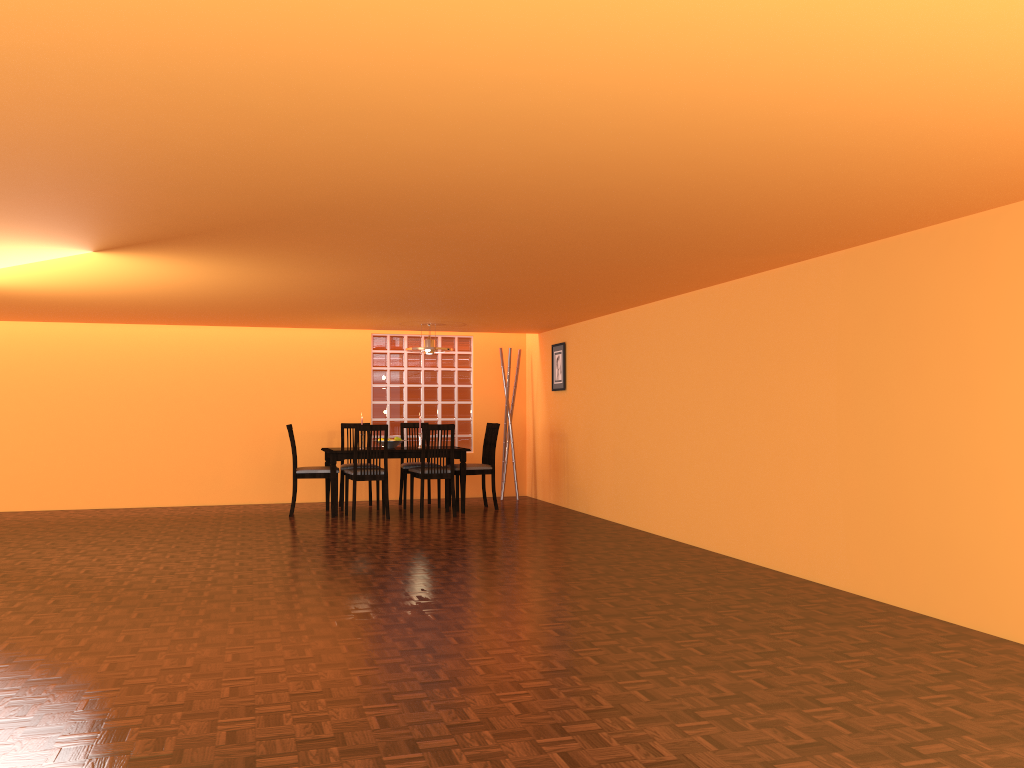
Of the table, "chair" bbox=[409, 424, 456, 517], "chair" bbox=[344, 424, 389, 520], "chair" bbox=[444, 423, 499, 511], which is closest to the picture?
"chair" bbox=[444, 423, 499, 511]

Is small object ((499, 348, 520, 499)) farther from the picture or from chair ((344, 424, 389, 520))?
chair ((344, 424, 389, 520))

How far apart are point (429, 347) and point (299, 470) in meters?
1.6 m

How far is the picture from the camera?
8.5m

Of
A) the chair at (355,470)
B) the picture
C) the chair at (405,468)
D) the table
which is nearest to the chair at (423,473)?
the table

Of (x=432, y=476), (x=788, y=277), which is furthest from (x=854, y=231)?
(x=432, y=476)

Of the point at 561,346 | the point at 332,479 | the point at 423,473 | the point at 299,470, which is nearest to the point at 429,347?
the point at 423,473

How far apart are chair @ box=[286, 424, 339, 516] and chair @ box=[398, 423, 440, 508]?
0.80m

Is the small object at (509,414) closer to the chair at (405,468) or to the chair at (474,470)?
the chair at (474,470)

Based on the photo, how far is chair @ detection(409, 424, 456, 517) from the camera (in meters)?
7.61
